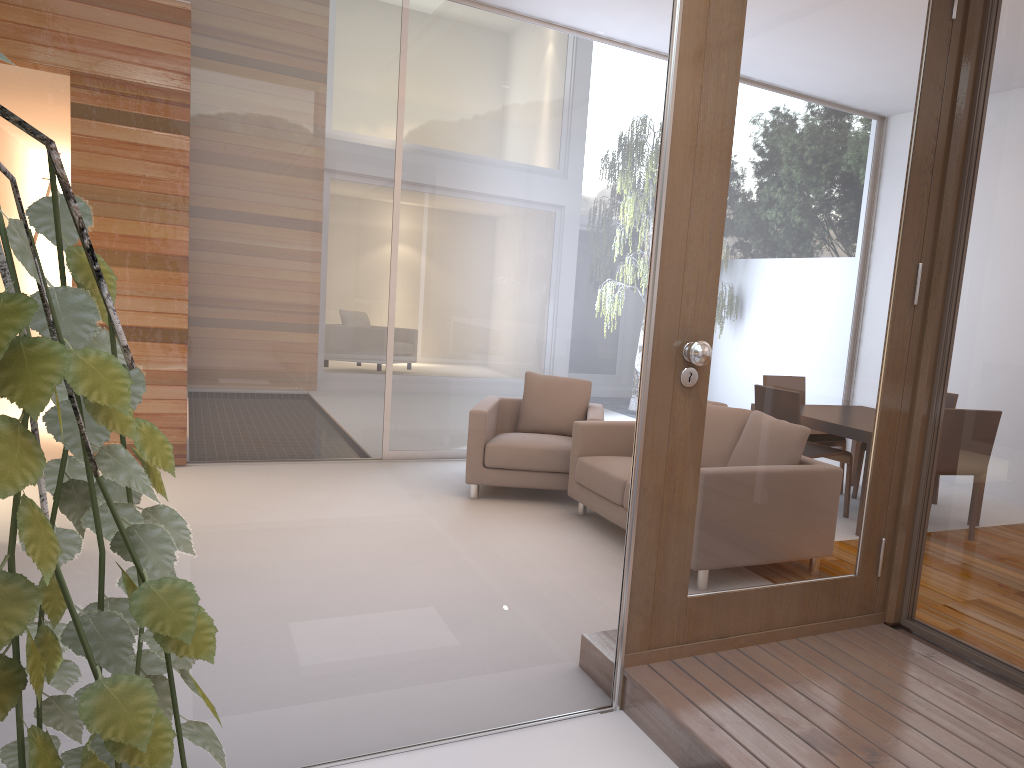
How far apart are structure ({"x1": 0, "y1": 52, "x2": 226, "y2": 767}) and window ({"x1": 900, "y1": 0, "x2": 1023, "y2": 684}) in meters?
2.6 m

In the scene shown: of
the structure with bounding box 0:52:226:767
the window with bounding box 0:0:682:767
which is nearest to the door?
the window with bounding box 0:0:682:767

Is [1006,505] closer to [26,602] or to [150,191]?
[150,191]

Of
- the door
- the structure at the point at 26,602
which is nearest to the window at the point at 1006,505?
the door

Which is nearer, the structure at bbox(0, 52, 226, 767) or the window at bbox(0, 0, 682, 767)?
the structure at bbox(0, 52, 226, 767)

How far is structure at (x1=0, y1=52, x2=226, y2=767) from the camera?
0.26m

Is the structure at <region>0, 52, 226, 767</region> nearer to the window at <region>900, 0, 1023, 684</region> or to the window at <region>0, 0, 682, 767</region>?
the window at <region>0, 0, 682, 767</region>

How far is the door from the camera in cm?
246

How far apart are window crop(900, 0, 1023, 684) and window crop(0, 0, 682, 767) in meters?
1.0 m

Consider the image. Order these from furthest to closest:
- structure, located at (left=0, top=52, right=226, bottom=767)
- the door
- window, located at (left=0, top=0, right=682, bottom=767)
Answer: the door → window, located at (left=0, top=0, right=682, bottom=767) → structure, located at (left=0, top=52, right=226, bottom=767)
